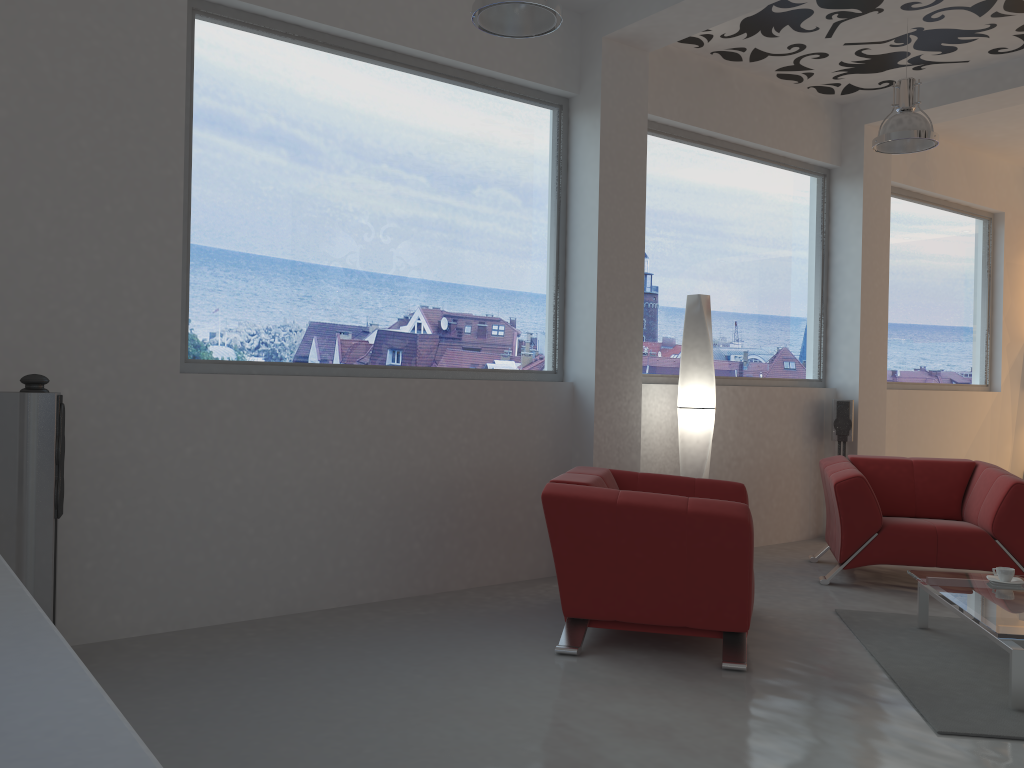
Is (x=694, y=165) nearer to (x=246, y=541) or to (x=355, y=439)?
(x=355, y=439)

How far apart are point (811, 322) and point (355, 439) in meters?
4.2

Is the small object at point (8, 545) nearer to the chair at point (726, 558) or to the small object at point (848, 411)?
the chair at point (726, 558)

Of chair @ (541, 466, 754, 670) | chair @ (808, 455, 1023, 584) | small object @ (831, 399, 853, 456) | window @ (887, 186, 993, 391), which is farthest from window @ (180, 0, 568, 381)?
window @ (887, 186, 993, 391)

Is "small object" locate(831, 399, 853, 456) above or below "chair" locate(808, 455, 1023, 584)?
above

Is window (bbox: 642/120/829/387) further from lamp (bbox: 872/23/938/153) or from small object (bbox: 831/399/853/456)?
lamp (bbox: 872/23/938/153)

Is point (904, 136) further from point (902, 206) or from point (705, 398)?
point (902, 206)

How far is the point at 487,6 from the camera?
3.60m

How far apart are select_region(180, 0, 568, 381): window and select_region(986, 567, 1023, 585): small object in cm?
263

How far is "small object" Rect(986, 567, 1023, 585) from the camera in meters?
4.1 m
